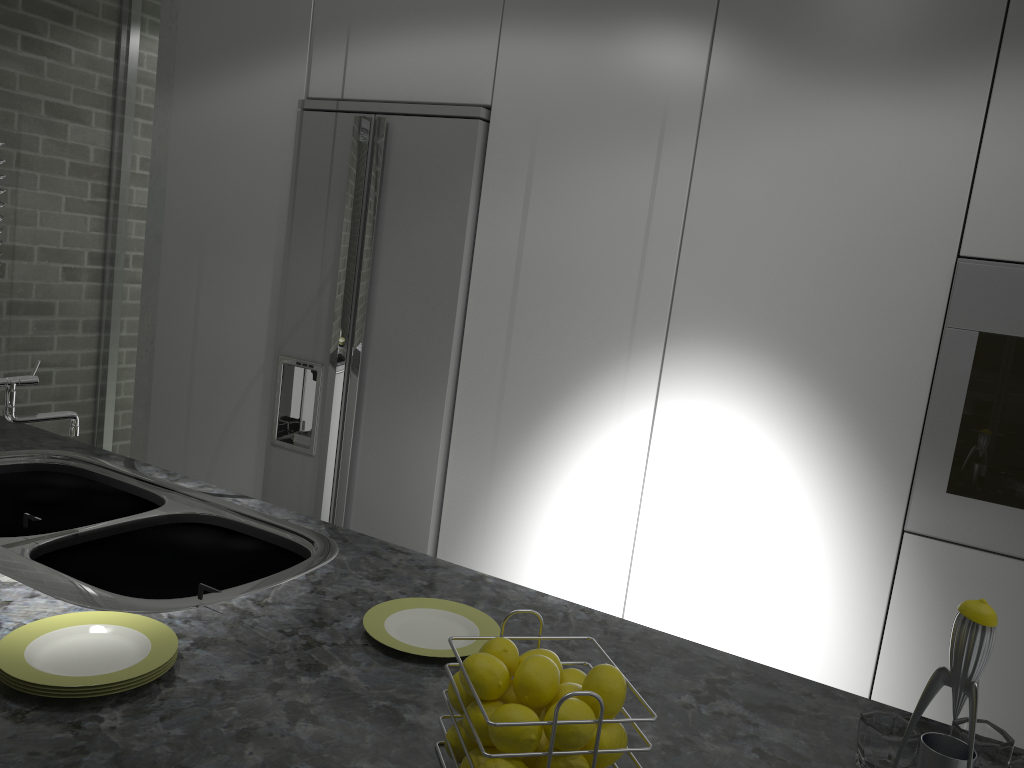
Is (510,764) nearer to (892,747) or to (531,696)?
(531,696)

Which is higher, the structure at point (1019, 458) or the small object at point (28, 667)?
the structure at point (1019, 458)

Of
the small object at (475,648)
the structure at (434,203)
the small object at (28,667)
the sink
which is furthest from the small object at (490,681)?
the structure at (434,203)

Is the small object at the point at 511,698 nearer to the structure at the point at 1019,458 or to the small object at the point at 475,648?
the small object at the point at 475,648

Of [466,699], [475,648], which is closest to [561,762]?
[466,699]

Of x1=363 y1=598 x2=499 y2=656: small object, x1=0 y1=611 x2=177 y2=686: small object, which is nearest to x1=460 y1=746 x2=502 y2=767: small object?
x1=363 y1=598 x2=499 y2=656: small object

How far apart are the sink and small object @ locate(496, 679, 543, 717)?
0.6 meters

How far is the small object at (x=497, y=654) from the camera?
1.0 meters

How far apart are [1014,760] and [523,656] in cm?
63

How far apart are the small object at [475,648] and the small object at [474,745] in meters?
0.3
